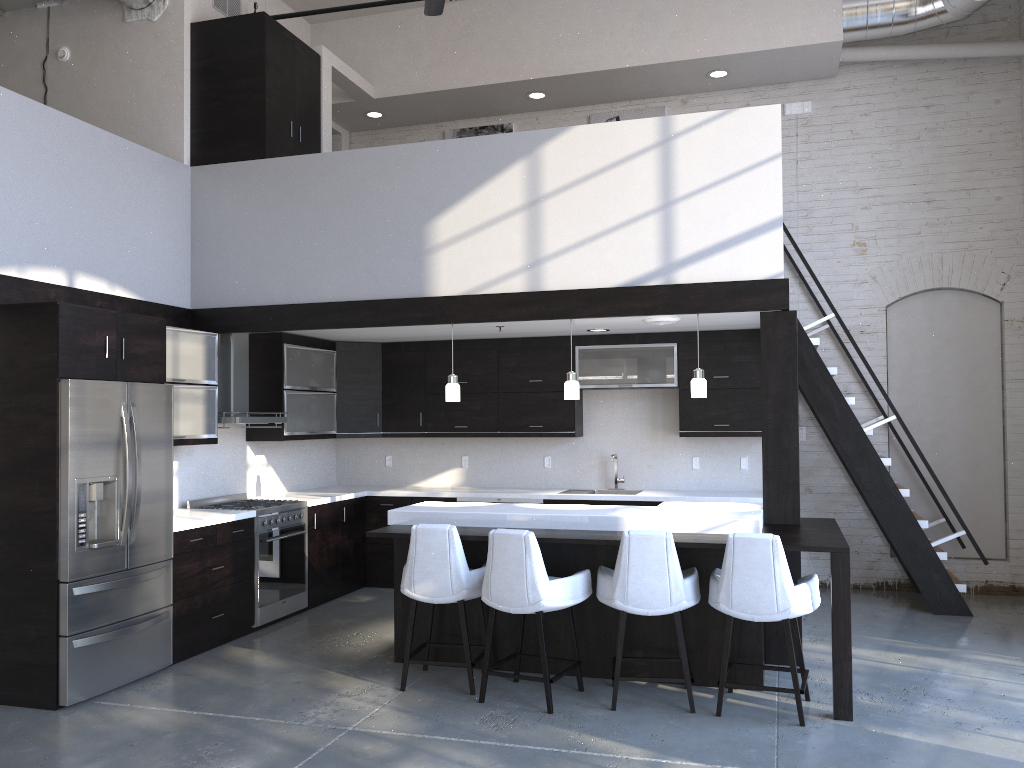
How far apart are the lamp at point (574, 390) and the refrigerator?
2.55m

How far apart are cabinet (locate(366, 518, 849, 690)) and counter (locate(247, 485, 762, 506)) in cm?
152

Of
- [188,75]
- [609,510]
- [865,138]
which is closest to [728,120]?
[609,510]

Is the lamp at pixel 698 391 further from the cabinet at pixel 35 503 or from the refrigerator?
the refrigerator

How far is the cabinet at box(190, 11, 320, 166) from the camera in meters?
6.8

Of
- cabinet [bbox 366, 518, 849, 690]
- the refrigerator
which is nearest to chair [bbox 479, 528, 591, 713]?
cabinet [bbox 366, 518, 849, 690]

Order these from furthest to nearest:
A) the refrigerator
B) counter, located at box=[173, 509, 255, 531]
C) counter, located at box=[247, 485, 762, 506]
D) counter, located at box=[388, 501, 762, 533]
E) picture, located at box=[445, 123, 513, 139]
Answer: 1. picture, located at box=[445, 123, 513, 139]
2. counter, located at box=[247, 485, 762, 506]
3. counter, located at box=[173, 509, 255, 531]
4. counter, located at box=[388, 501, 762, 533]
5. the refrigerator

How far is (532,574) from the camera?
4.6 meters

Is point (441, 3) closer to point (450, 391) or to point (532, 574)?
point (450, 391)

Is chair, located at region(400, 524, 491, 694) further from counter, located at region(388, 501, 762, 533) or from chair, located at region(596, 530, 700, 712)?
Result: chair, located at region(596, 530, 700, 712)
